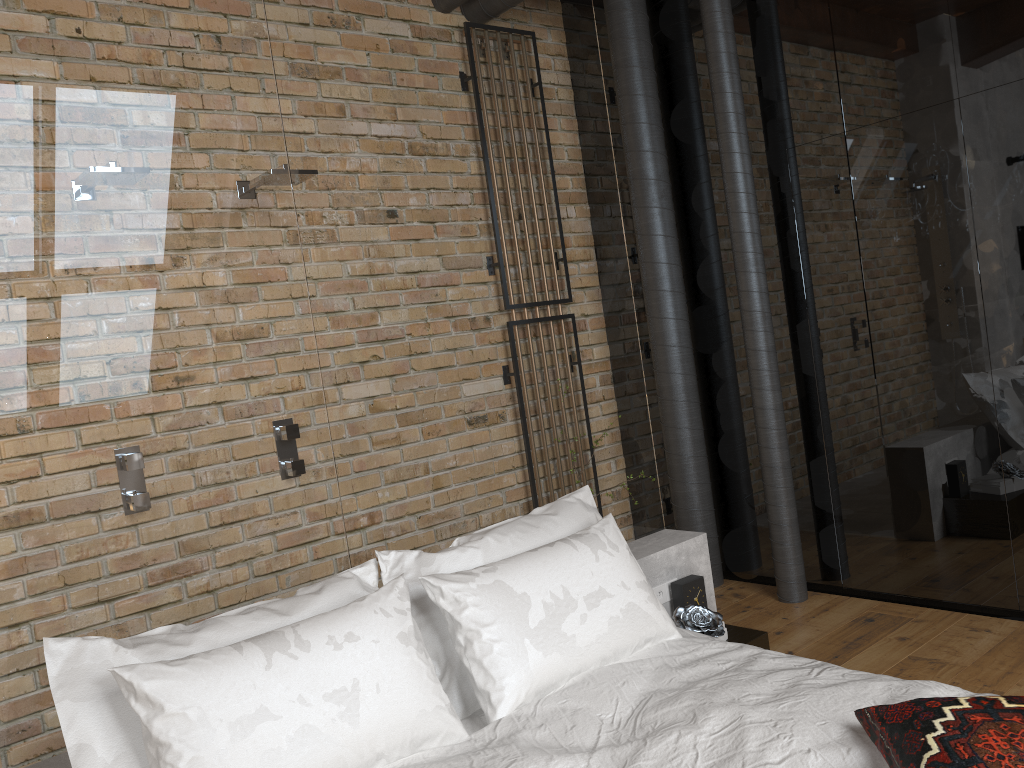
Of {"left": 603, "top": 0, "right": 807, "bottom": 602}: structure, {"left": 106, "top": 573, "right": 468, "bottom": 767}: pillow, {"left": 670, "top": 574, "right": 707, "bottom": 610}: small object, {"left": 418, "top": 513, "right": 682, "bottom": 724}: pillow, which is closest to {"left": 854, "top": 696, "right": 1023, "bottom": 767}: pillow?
{"left": 418, "top": 513, "right": 682, "bottom": 724}: pillow

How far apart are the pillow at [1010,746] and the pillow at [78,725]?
0.99m

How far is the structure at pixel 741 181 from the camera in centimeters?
386cm

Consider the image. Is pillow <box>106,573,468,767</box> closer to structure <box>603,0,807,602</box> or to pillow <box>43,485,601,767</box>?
pillow <box>43,485,601,767</box>

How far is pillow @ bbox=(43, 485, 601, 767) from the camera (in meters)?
1.90

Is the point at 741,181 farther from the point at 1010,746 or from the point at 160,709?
the point at 160,709

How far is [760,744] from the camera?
1.9 meters

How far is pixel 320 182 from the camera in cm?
269

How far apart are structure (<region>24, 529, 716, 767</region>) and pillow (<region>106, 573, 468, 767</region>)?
0.4m

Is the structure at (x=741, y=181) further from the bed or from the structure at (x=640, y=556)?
the bed
